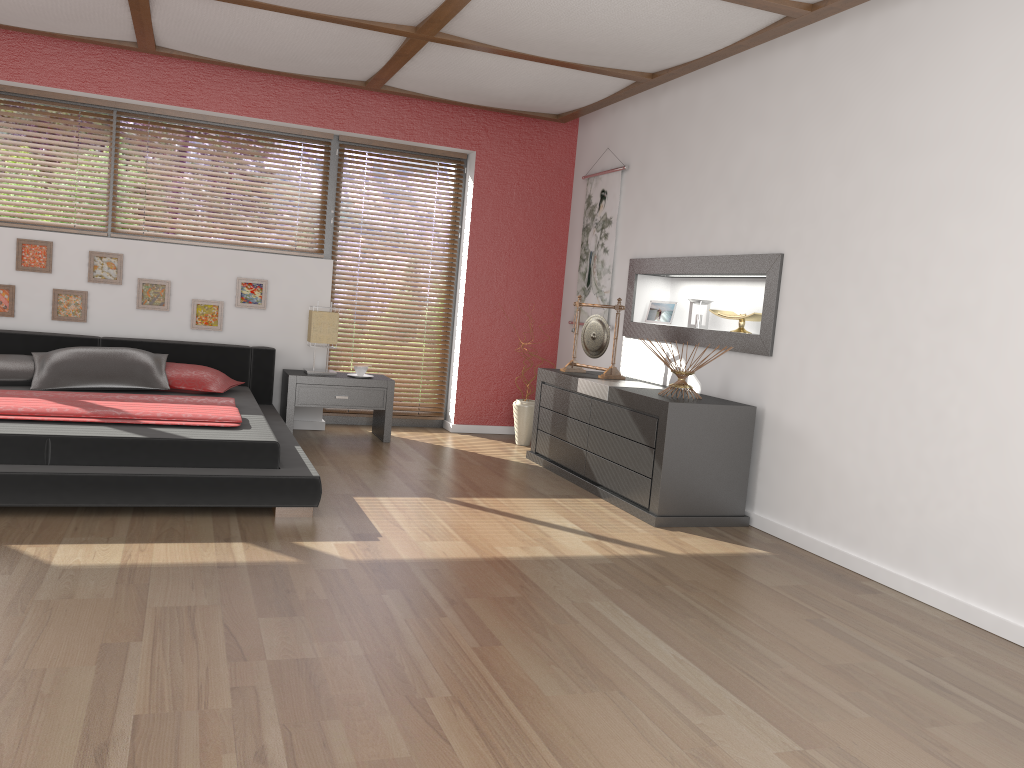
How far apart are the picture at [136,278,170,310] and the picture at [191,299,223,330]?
0.2 meters

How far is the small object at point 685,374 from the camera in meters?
4.5 m

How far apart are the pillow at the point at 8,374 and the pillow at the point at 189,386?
0.72m

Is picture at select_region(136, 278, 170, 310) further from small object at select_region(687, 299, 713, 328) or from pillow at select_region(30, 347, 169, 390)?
small object at select_region(687, 299, 713, 328)

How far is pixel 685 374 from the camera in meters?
4.5

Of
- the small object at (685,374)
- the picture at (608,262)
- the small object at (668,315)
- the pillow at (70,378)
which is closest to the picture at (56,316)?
the pillow at (70,378)

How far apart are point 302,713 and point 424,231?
5.0 meters

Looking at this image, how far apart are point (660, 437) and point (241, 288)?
3.20m

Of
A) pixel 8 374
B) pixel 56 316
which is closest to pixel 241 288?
pixel 56 316

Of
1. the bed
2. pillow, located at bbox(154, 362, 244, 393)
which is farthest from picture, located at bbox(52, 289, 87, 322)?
pillow, located at bbox(154, 362, 244, 393)
